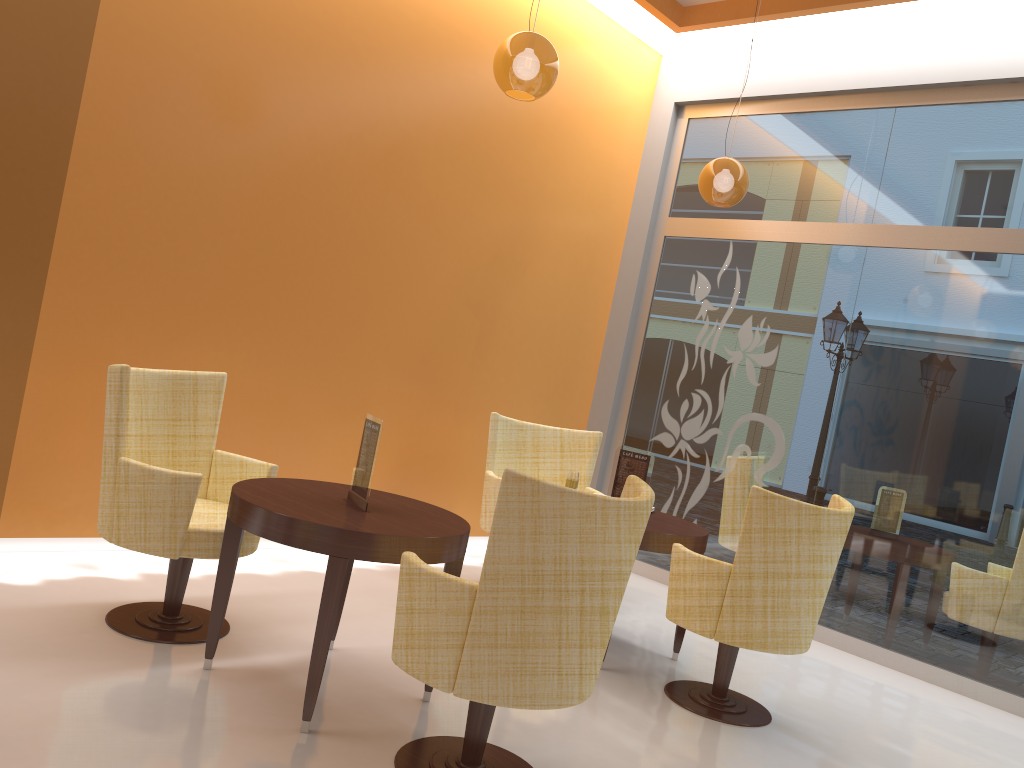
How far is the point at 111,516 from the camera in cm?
331

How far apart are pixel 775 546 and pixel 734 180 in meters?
2.5

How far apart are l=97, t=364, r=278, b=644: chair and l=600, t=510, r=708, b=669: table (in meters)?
1.69

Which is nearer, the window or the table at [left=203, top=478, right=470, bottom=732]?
the table at [left=203, top=478, right=470, bottom=732]

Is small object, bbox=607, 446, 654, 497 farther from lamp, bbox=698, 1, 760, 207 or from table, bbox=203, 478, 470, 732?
lamp, bbox=698, 1, 760, 207

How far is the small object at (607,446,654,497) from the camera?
4.48m

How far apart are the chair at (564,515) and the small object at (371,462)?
0.6m

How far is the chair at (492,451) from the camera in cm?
523

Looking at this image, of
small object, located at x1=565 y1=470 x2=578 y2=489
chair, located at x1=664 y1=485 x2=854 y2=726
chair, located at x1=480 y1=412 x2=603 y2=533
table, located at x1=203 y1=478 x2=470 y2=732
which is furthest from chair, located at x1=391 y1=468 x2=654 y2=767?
chair, located at x1=480 y1=412 x2=603 y2=533

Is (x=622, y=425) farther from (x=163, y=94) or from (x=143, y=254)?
(x=163, y=94)
